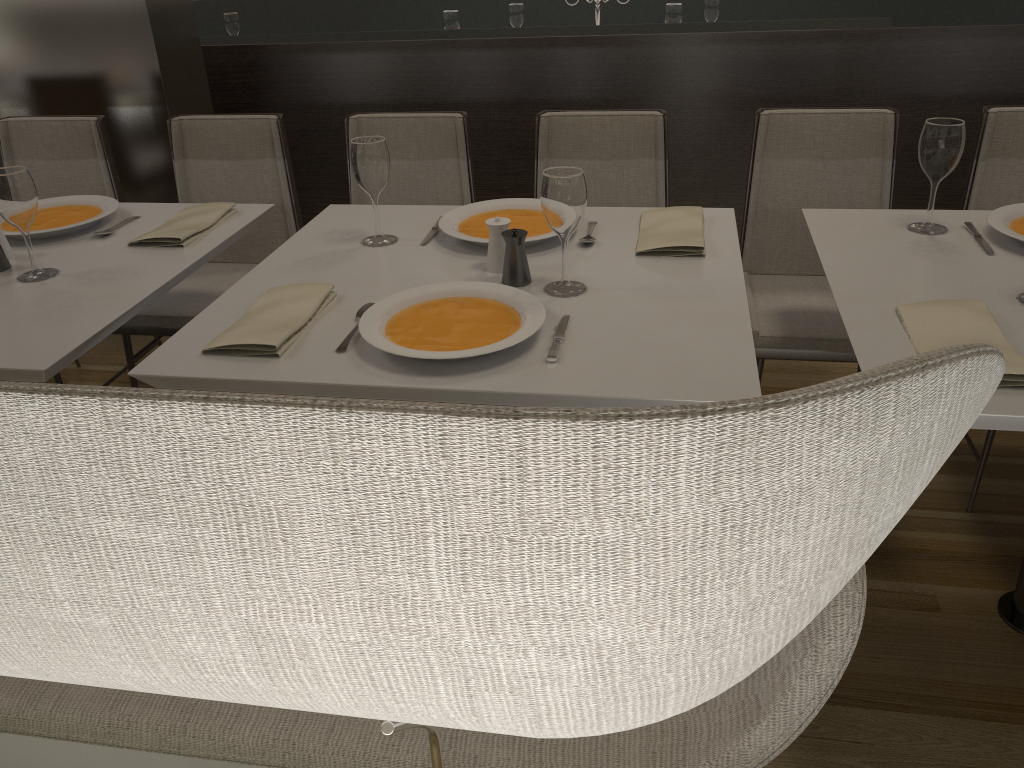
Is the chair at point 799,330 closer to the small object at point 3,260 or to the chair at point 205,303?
the chair at point 205,303

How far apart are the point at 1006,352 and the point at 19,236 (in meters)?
2.08

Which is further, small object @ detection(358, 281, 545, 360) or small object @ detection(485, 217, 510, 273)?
small object @ detection(485, 217, 510, 273)

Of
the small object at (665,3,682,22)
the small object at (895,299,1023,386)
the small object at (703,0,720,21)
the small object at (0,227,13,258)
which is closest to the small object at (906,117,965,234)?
the small object at (895,299,1023,386)

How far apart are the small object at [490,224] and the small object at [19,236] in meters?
1.0 m

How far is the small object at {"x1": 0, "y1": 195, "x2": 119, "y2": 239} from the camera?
2.1 meters

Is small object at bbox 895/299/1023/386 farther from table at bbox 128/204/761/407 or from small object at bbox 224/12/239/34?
small object at bbox 224/12/239/34

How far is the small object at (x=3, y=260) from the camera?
1.9m

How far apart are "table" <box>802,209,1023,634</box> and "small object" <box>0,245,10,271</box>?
1.72m

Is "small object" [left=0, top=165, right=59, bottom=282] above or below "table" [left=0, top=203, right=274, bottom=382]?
above
